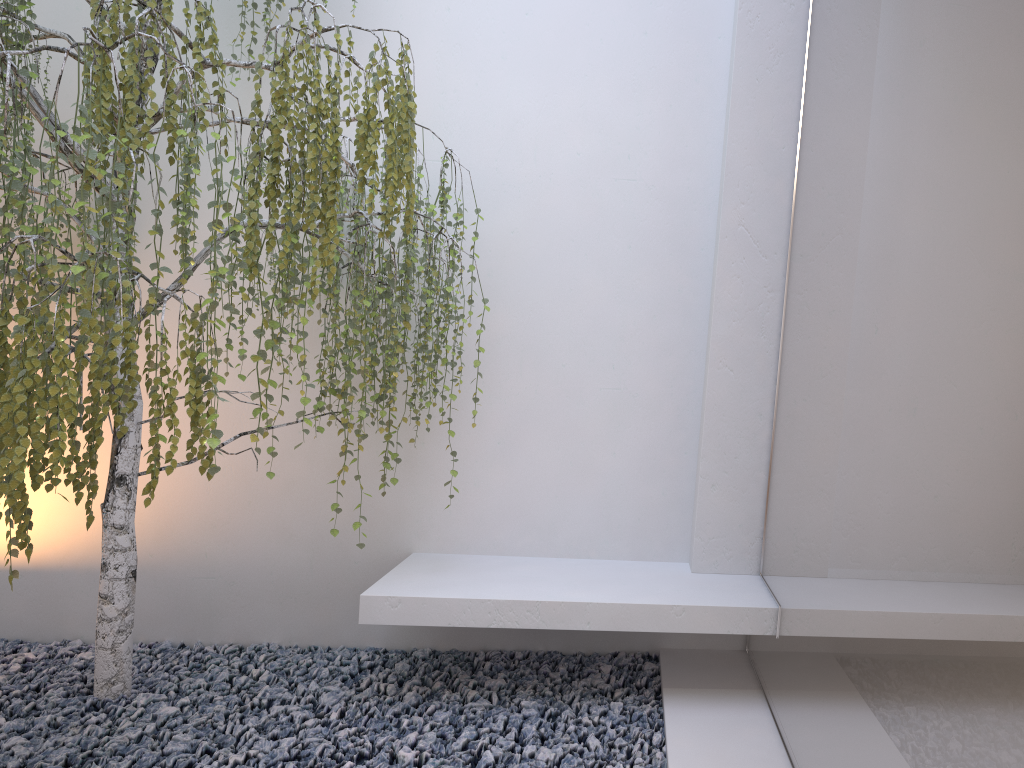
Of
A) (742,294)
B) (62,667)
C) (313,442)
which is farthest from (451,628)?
(742,294)

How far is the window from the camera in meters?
1.2 m

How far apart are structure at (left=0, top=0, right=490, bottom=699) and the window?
1.1 meters

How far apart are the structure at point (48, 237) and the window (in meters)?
1.07

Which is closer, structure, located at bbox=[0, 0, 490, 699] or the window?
the window

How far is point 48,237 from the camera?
2.15m

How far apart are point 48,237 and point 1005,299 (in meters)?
2.06

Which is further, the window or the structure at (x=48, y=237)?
the structure at (x=48, y=237)

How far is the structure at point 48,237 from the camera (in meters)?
2.15
